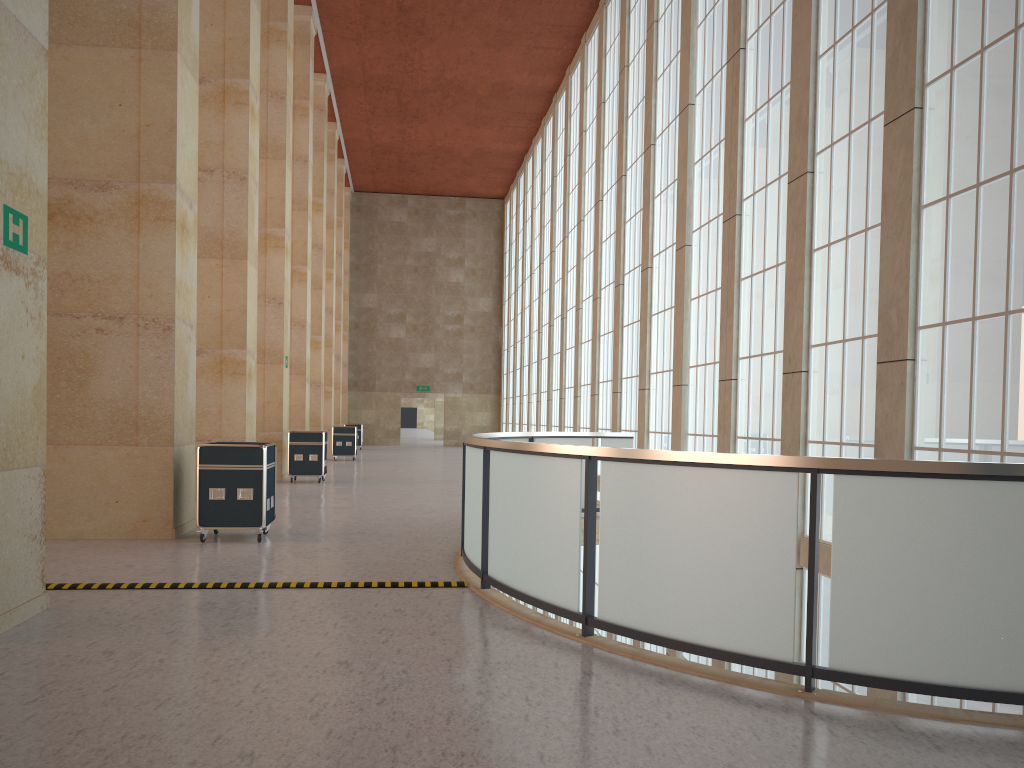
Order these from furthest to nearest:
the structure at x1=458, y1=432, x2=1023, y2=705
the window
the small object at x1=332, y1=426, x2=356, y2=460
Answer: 1. the small object at x1=332, y1=426, x2=356, y2=460
2. the window
3. the structure at x1=458, y1=432, x2=1023, y2=705

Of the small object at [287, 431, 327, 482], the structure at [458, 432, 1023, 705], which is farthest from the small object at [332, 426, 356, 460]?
the structure at [458, 432, 1023, 705]

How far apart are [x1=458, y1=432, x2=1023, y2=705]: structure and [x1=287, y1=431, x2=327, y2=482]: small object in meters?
10.6 m

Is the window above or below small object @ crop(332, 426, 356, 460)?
above

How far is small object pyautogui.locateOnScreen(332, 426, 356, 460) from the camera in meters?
39.3

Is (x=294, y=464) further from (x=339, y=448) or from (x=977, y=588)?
(x=977, y=588)

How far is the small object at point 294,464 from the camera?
25.8m

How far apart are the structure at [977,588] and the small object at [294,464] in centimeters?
1059cm

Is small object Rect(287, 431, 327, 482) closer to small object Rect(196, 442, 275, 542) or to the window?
the window

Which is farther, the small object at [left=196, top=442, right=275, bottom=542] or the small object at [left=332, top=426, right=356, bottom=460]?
the small object at [left=332, top=426, right=356, bottom=460]
